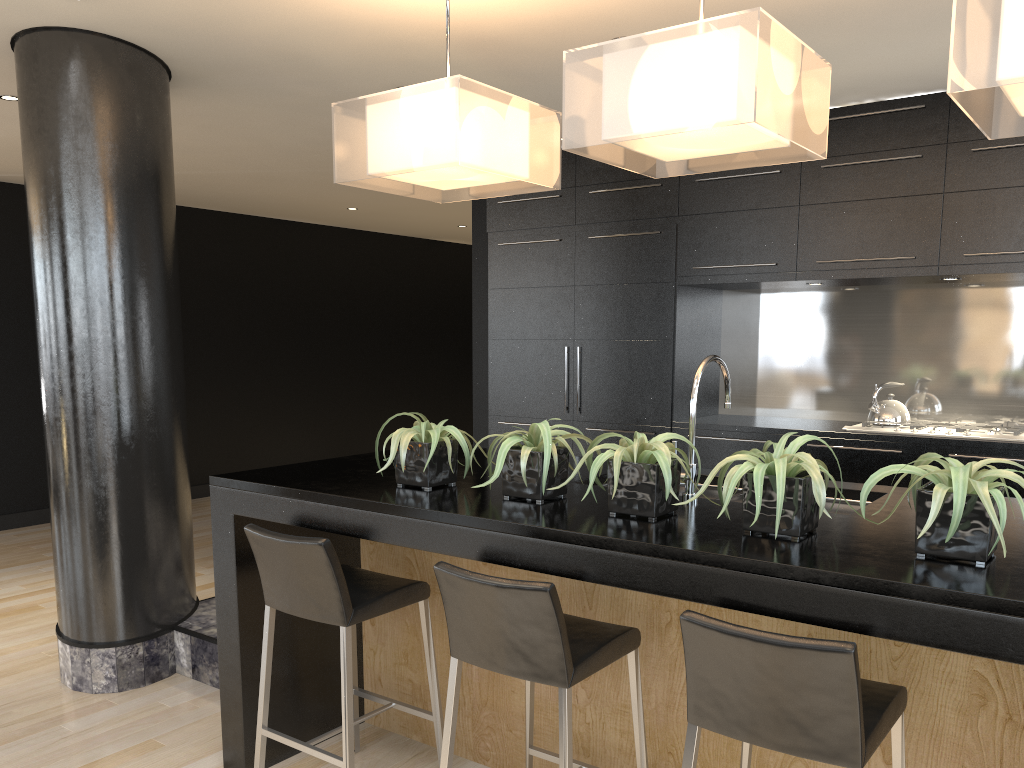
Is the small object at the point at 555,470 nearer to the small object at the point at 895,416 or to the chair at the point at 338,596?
the chair at the point at 338,596

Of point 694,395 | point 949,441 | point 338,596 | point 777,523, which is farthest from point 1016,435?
point 338,596

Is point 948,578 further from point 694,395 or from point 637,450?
point 694,395

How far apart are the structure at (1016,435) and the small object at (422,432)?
2.9m

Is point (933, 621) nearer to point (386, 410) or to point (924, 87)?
point (924, 87)

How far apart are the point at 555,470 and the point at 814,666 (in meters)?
0.96

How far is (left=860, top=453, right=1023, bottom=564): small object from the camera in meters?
1.8

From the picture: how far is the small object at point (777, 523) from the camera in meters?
2.0 m

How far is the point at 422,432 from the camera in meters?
2.7 m

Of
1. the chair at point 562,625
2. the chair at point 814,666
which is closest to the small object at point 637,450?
the chair at point 562,625
